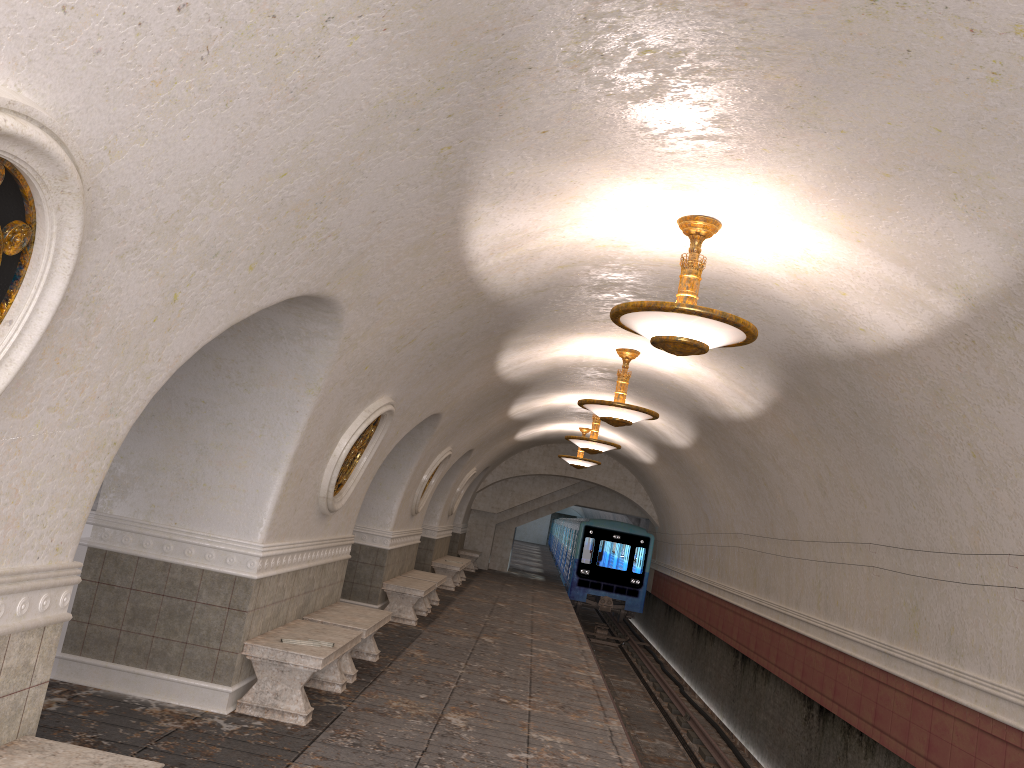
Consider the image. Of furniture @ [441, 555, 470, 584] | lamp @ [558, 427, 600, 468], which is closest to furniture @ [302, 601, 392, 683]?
lamp @ [558, 427, 600, 468]

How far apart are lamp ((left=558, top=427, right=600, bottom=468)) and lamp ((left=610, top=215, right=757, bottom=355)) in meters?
13.7 m

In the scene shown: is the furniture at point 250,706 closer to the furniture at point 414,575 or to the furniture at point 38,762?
the furniture at point 38,762

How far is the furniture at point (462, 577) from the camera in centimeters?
2120cm

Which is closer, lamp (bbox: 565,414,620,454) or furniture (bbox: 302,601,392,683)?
furniture (bbox: 302,601,392,683)

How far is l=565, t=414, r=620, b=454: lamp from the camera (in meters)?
15.23

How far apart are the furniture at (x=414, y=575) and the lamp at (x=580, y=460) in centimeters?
572cm

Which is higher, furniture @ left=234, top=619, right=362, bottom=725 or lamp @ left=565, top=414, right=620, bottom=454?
lamp @ left=565, top=414, right=620, bottom=454

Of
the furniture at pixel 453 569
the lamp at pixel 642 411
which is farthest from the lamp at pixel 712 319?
the furniture at pixel 453 569

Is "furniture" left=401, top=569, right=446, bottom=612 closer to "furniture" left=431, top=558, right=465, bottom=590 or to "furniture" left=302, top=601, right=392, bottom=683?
"furniture" left=431, top=558, right=465, bottom=590
